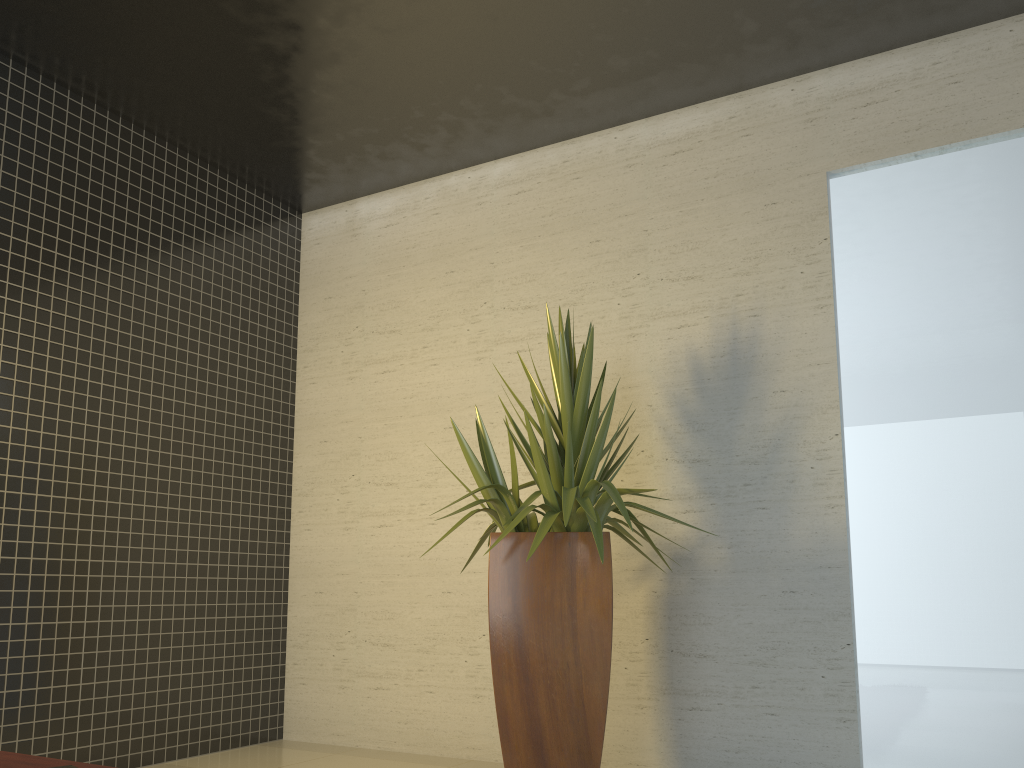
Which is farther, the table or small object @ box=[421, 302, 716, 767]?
small object @ box=[421, 302, 716, 767]

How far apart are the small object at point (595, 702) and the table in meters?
1.5

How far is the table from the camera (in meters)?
2.04

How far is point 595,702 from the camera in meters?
3.2 m

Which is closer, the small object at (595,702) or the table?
the table

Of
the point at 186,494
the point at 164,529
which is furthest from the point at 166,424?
the point at 164,529

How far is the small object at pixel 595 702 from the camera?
3.2m

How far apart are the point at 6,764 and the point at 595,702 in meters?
1.9

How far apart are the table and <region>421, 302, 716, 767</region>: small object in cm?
151

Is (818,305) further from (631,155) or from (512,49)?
(512,49)
